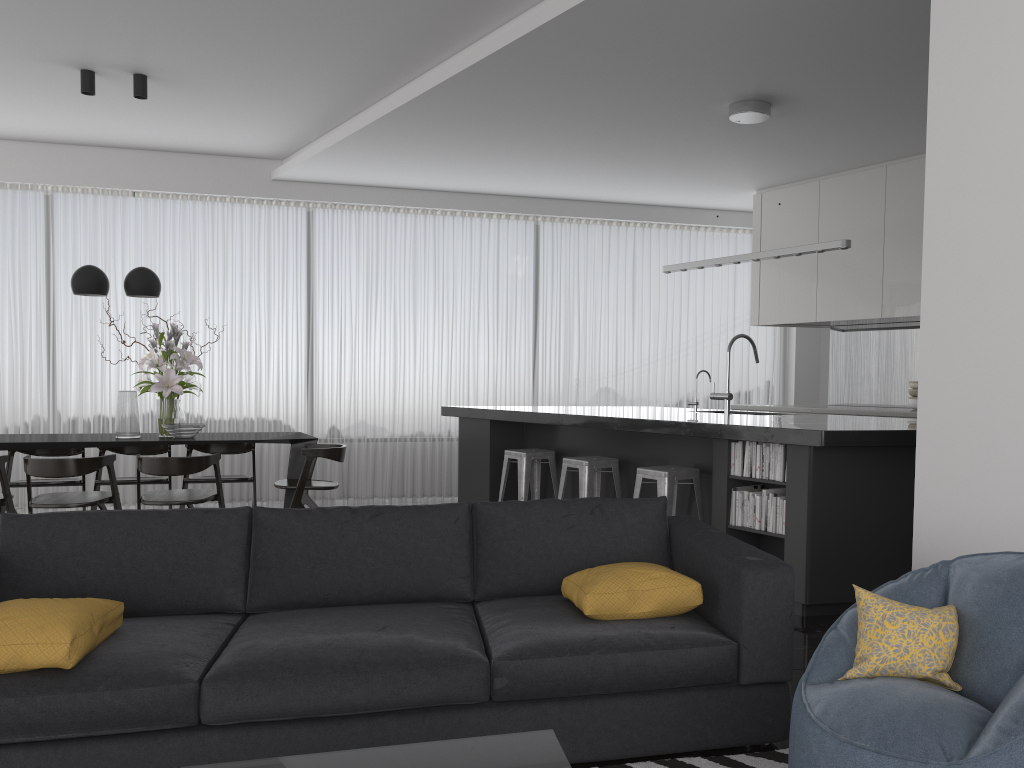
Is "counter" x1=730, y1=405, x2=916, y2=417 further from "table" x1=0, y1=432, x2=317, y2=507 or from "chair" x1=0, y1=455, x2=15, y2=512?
"chair" x1=0, y1=455, x2=15, y2=512

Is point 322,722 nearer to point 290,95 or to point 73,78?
point 290,95

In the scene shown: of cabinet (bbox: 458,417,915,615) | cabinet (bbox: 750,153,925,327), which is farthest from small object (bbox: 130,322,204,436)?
cabinet (bbox: 750,153,925,327)

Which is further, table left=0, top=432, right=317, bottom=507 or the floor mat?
table left=0, top=432, right=317, bottom=507

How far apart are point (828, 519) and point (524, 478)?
2.5m

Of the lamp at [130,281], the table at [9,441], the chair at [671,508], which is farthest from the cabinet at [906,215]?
the lamp at [130,281]

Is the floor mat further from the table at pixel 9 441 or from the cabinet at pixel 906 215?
the cabinet at pixel 906 215

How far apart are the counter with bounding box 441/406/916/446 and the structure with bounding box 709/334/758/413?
0.1 meters

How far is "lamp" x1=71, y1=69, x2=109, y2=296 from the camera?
6.2 meters

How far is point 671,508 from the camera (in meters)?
4.95
